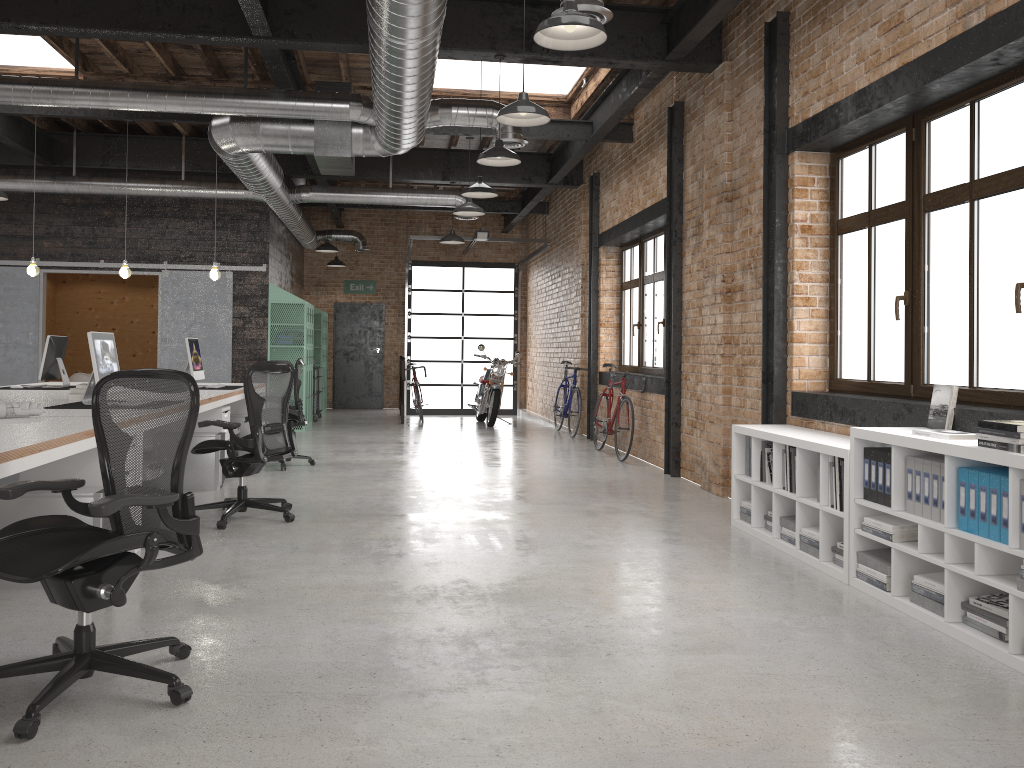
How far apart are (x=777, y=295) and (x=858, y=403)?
1.2m

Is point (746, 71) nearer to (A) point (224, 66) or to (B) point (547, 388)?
(A) point (224, 66)

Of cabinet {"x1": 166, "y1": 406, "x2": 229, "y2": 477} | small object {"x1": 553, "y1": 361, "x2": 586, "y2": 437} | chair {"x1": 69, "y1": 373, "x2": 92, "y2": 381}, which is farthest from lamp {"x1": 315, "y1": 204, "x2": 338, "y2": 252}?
cabinet {"x1": 166, "y1": 406, "x2": 229, "y2": 477}

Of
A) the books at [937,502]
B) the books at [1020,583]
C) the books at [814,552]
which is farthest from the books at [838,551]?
the books at [1020,583]

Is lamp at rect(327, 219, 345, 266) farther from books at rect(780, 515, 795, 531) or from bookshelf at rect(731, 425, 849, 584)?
books at rect(780, 515, 795, 531)

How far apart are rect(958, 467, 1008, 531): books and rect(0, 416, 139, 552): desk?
3.78m

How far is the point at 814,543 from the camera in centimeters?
493cm

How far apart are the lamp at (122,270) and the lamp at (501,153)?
4.4 meters

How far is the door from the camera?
17.4 meters

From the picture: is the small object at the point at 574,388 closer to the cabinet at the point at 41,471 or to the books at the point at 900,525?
the books at the point at 900,525
